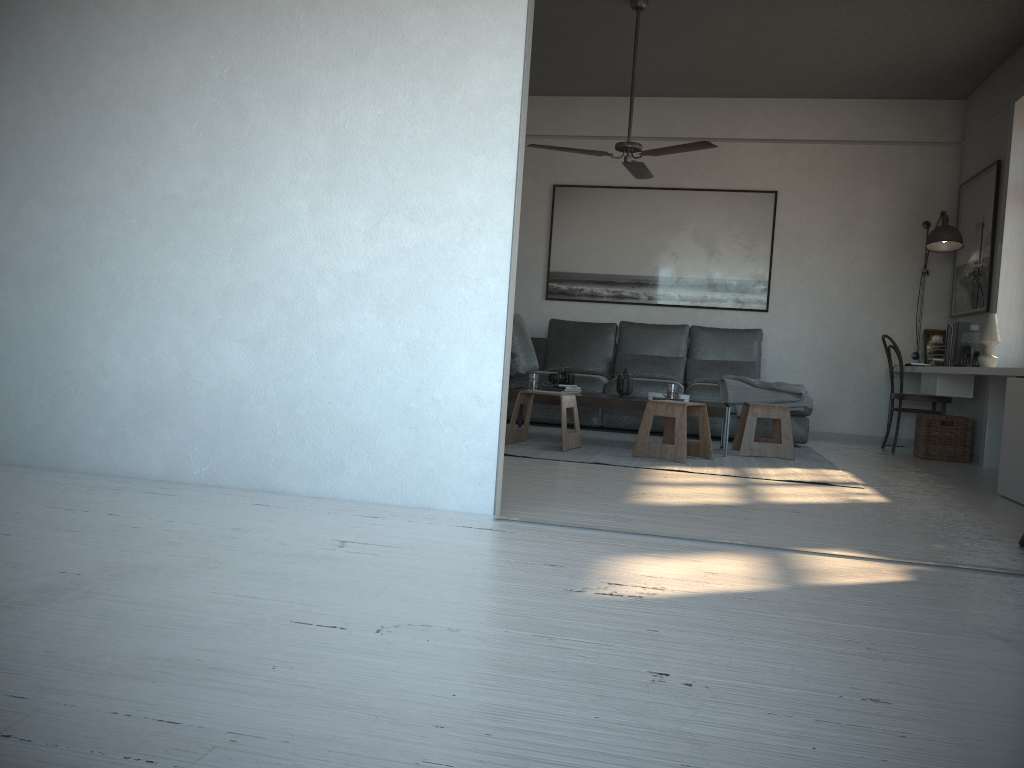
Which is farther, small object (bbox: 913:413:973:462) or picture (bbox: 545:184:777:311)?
picture (bbox: 545:184:777:311)

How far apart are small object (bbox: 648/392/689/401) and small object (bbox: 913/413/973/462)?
2.0 meters

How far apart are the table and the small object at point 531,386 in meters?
0.2 m

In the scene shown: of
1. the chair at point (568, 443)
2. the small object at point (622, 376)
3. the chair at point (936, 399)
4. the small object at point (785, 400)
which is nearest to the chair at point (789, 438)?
the small object at point (785, 400)

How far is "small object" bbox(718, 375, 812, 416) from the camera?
6.5 meters

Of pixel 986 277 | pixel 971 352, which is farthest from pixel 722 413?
pixel 986 277

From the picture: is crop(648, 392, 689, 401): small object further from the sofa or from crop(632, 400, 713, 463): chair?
the sofa

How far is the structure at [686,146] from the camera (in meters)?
5.36

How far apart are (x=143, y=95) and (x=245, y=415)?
1.28m

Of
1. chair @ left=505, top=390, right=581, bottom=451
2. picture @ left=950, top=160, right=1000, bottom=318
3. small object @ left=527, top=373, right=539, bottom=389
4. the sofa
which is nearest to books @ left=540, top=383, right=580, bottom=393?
small object @ left=527, top=373, right=539, bottom=389
